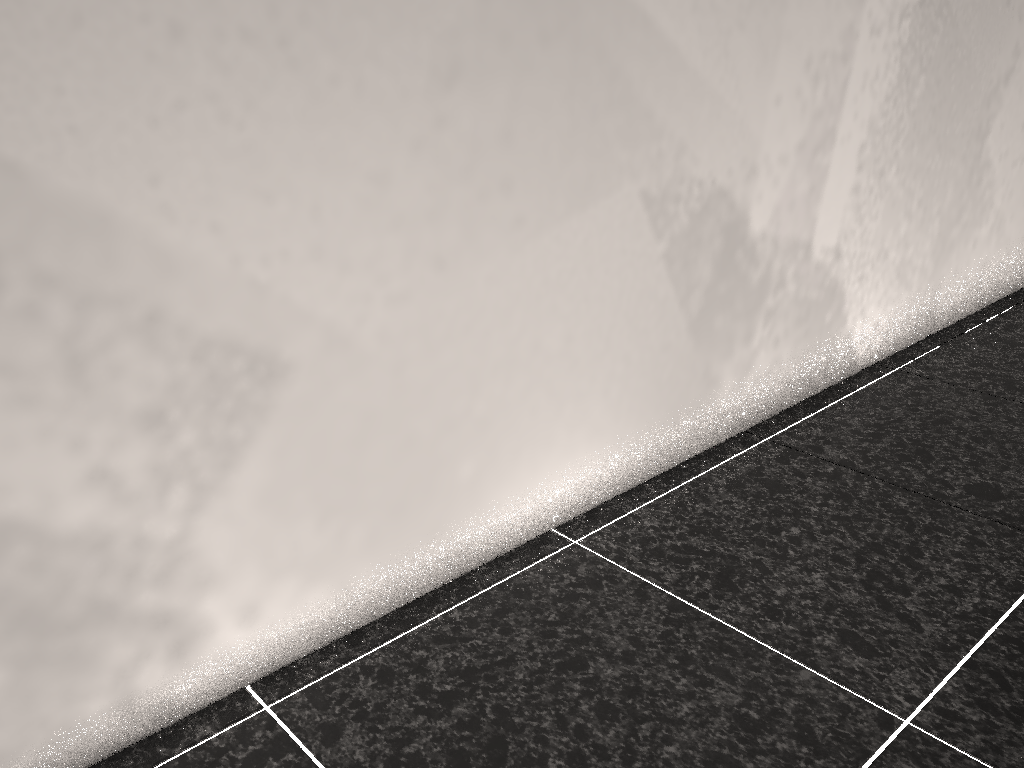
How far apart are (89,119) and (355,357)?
0.44m
